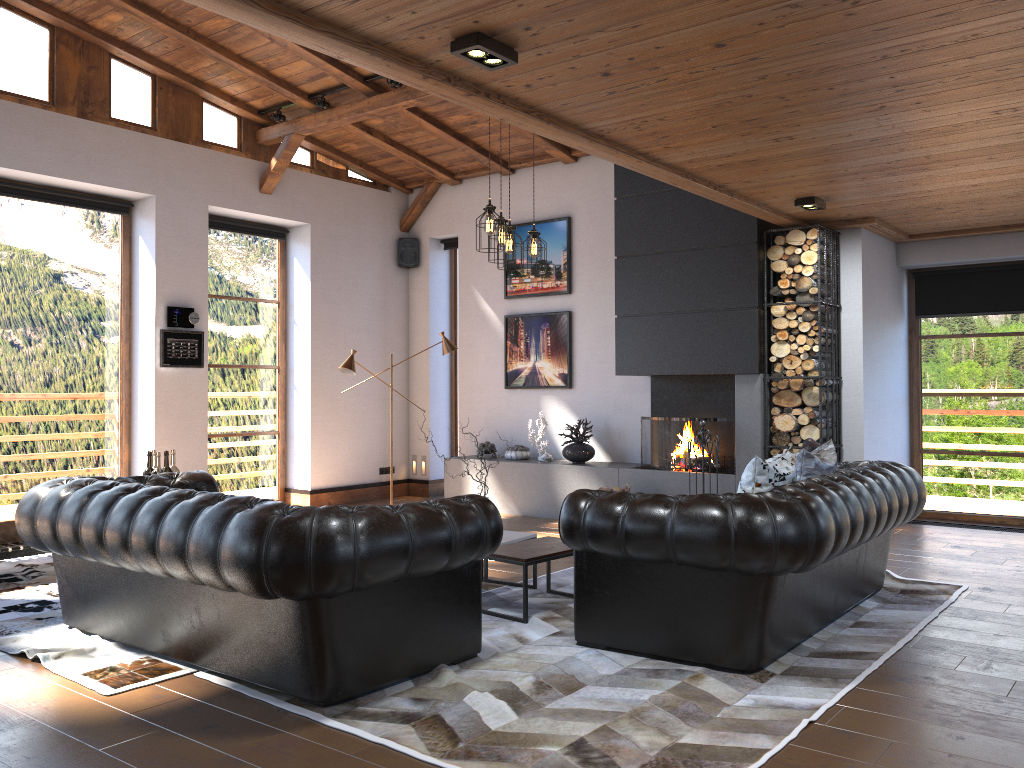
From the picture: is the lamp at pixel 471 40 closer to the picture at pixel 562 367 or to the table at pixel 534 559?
the table at pixel 534 559

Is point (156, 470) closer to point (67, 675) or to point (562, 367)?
point (67, 675)

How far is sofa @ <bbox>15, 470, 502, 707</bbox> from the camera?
3.4 meters

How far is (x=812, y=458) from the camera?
5.1 meters

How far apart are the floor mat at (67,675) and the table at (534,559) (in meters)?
1.66

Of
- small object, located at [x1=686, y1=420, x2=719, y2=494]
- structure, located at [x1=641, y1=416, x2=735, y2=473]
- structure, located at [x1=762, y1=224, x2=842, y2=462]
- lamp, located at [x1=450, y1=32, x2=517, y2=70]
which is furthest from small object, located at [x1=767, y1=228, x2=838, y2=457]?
lamp, located at [x1=450, y1=32, x2=517, y2=70]

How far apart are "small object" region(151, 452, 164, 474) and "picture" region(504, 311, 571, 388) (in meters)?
4.63

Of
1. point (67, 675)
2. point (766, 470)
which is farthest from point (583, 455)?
point (67, 675)

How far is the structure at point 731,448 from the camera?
7.8m

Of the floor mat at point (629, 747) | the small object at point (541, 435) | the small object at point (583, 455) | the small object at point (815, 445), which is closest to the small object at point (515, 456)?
the small object at point (541, 435)
